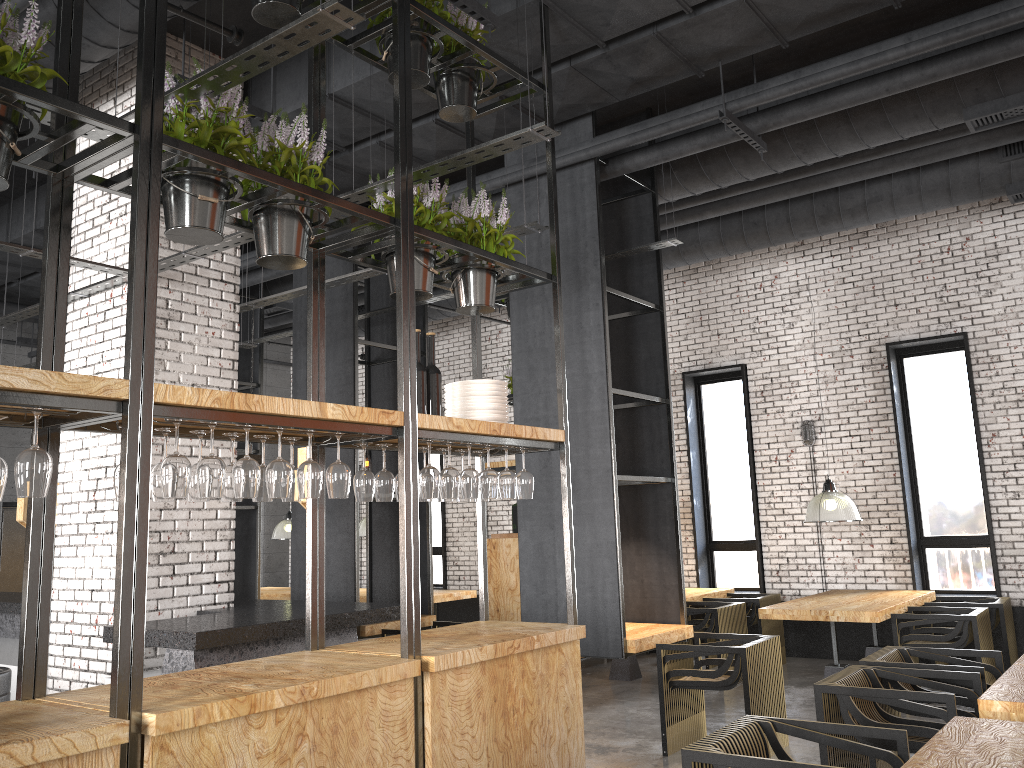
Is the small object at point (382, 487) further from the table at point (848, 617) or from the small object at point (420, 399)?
the table at point (848, 617)

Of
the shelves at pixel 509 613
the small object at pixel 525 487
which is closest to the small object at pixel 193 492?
the small object at pixel 525 487

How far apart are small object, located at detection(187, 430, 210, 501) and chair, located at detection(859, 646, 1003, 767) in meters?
3.8 m

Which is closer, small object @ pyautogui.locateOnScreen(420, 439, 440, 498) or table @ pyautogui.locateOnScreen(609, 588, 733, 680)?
small object @ pyautogui.locateOnScreen(420, 439, 440, 498)

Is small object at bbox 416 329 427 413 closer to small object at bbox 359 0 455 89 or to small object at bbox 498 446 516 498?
small object at bbox 498 446 516 498

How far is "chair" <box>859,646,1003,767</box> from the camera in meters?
4.8

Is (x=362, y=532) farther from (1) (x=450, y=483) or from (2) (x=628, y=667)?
(1) (x=450, y=483)

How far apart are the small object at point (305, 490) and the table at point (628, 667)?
6.21m

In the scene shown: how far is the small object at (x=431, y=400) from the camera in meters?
4.3

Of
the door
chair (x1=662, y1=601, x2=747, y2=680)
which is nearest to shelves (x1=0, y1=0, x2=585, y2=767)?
chair (x1=662, y1=601, x2=747, y2=680)
